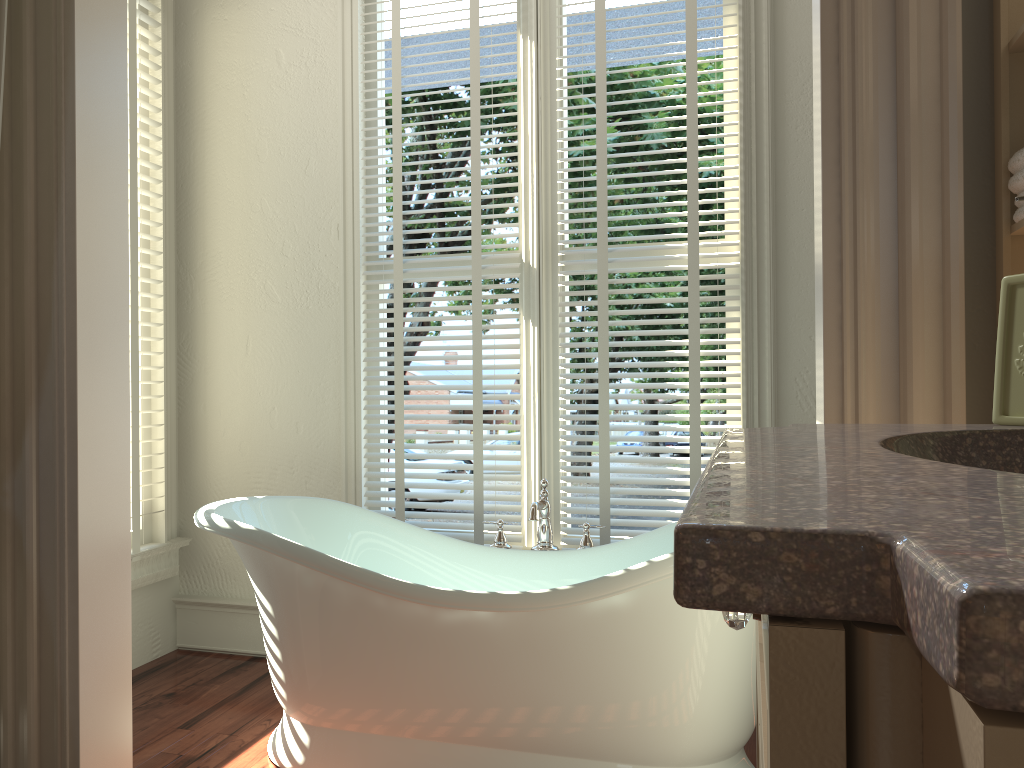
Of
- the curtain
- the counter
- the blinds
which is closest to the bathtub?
the blinds

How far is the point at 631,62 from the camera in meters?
16.3

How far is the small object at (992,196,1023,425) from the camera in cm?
92

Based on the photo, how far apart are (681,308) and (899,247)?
1.3 meters

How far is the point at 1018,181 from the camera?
1.2 meters

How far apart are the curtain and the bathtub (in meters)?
1.17

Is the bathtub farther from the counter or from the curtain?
the curtain

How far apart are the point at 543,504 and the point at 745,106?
1.3 meters

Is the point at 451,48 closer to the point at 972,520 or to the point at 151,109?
the point at 151,109

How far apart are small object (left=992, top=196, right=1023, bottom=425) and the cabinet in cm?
43
